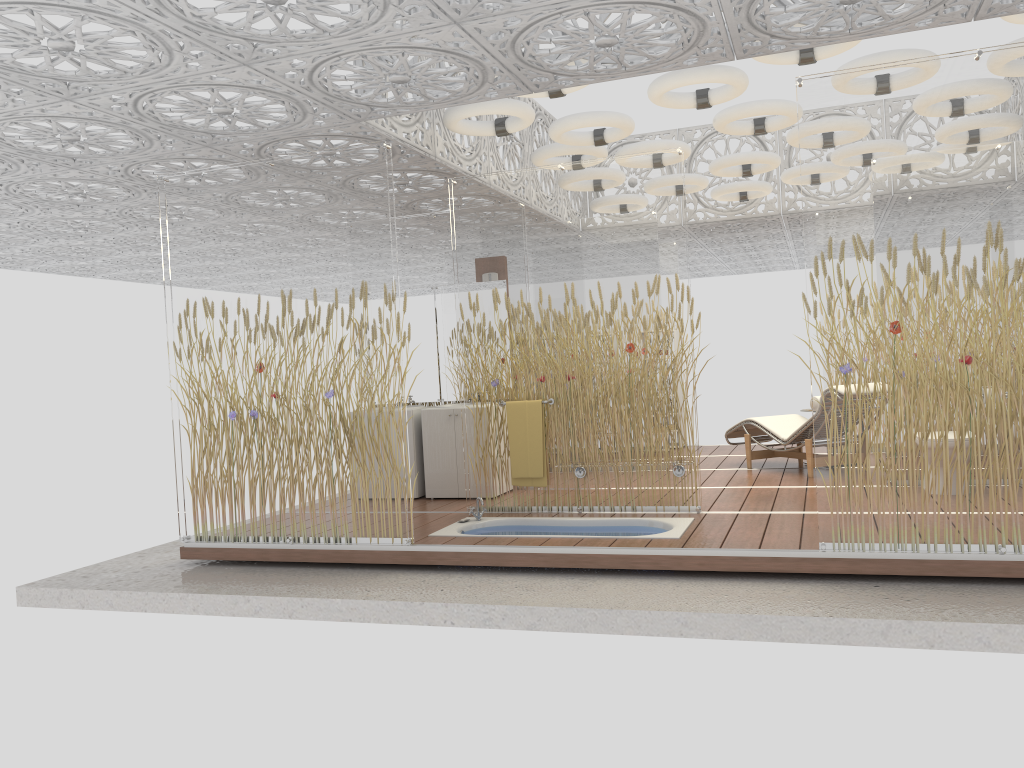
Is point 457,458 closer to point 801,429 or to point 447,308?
point 447,308

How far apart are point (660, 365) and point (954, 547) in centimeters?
235cm

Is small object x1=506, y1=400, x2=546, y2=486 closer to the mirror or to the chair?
the mirror

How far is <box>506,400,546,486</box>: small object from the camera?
6.62m

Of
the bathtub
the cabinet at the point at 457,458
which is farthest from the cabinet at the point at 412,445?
the bathtub

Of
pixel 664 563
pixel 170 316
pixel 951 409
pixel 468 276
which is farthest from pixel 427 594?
pixel 951 409

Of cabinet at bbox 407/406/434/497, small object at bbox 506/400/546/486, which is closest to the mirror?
cabinet at bbox 407/406/434/497

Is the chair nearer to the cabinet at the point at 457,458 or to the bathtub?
the bathtub

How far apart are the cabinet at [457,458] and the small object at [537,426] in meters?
1.0

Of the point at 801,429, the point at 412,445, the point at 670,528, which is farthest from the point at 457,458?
the point at 801,429
